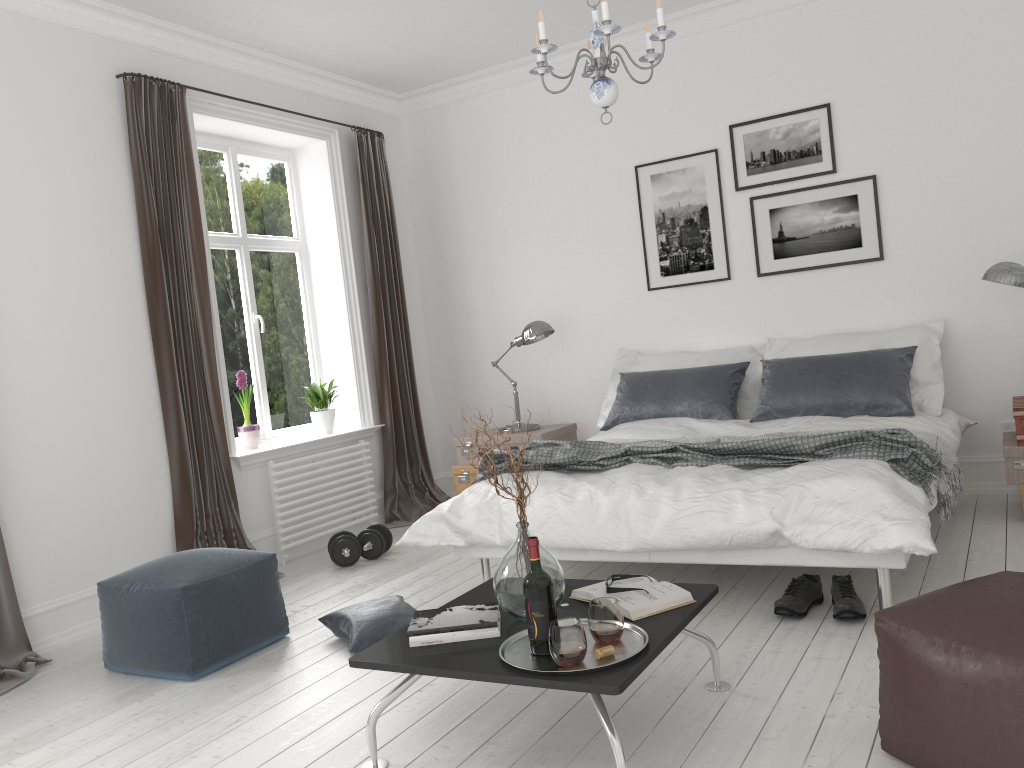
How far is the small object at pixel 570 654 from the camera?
2.18m

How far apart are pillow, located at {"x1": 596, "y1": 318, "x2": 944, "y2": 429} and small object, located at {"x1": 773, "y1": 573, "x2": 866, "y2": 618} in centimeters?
162cm

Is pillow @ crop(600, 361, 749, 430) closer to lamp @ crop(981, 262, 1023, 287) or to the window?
lamp @ crop(981, 262, 1023, 287)

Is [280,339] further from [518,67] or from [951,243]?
[951,243]

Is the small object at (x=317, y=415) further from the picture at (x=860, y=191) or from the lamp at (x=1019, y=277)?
the lamp at (x=1019, y=277)

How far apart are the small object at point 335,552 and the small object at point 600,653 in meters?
2.8 m

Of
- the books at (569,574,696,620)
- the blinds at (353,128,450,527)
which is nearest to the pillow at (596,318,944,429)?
the blinds at (353,128,450,527)

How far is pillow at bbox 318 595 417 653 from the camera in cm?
343

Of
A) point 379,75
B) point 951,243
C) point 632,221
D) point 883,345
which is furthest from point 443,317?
point 951,243

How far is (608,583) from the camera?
2.7 meters
